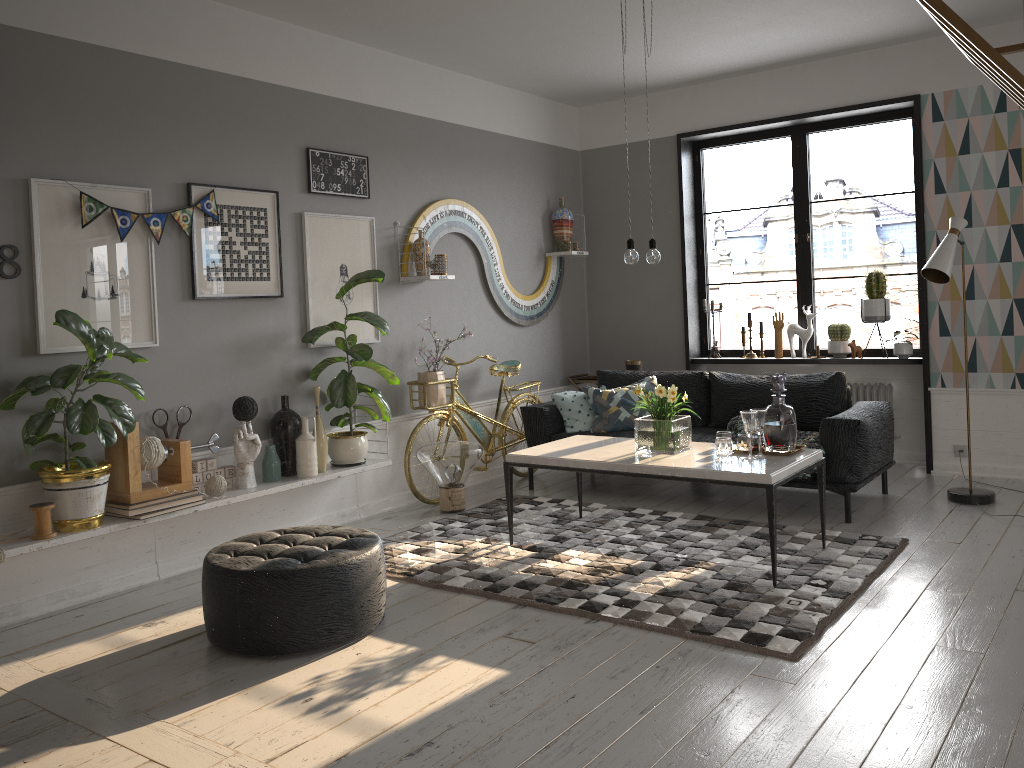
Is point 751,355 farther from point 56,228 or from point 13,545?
point 13,545

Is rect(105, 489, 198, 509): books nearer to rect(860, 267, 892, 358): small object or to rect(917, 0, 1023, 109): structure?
rect(917, 0, 1023, 109): structure

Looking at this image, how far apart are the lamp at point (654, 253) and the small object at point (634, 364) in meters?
2.7 m

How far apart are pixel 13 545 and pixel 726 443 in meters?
3.2

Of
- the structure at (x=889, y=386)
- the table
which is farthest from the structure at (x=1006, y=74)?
the structure at (x=889, y=386)

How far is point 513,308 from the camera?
6.8 meters

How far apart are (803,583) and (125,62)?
4.0m

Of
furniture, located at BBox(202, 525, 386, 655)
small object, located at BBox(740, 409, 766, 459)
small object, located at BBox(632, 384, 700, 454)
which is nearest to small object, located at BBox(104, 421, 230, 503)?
furniture, located at BBox(202, 525, 386, 655)

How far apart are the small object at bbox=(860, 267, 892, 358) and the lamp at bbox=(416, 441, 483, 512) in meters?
3.0

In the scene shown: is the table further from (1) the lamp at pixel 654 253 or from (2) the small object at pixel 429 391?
(2) the small object at pixel 429 391
